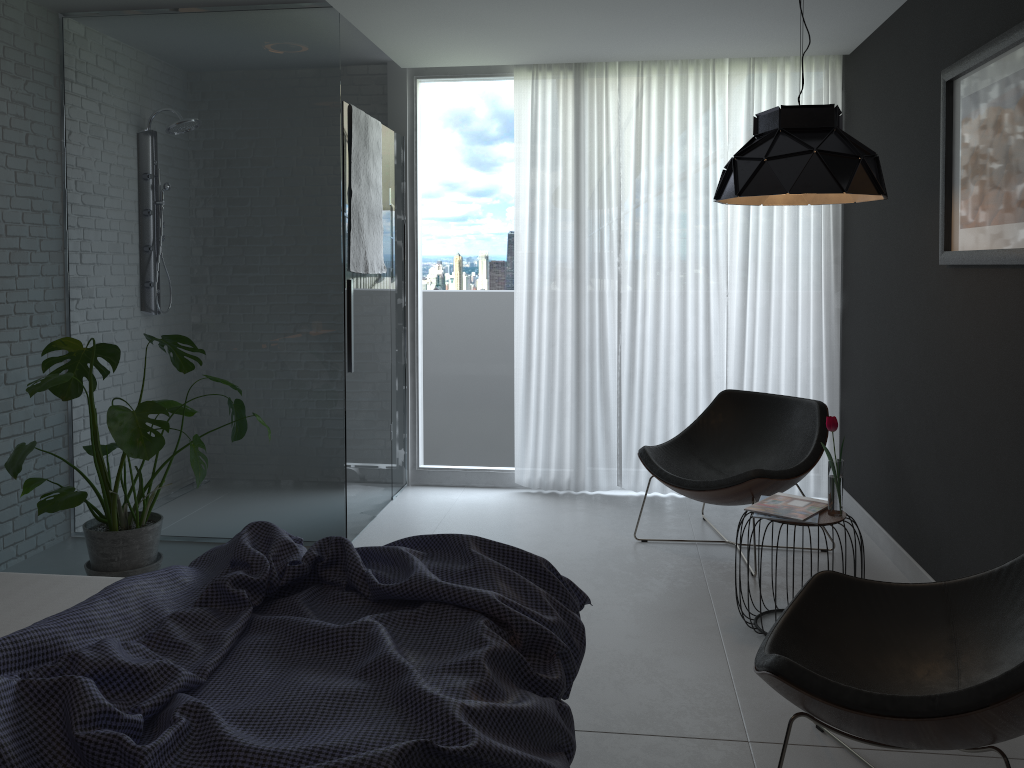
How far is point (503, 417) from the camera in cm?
539

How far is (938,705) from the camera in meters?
1.8

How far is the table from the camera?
3.1 meters

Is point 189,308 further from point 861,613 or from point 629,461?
point 861,613

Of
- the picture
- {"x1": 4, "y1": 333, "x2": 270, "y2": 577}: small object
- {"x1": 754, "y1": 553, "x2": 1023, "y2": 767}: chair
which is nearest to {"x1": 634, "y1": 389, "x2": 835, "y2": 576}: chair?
the picture

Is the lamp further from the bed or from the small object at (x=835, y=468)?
the bed

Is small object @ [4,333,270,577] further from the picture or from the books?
the picture

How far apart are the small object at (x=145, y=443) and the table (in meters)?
2.39

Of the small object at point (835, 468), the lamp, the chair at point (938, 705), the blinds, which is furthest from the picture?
the blinds

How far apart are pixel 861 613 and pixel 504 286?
3.22m
